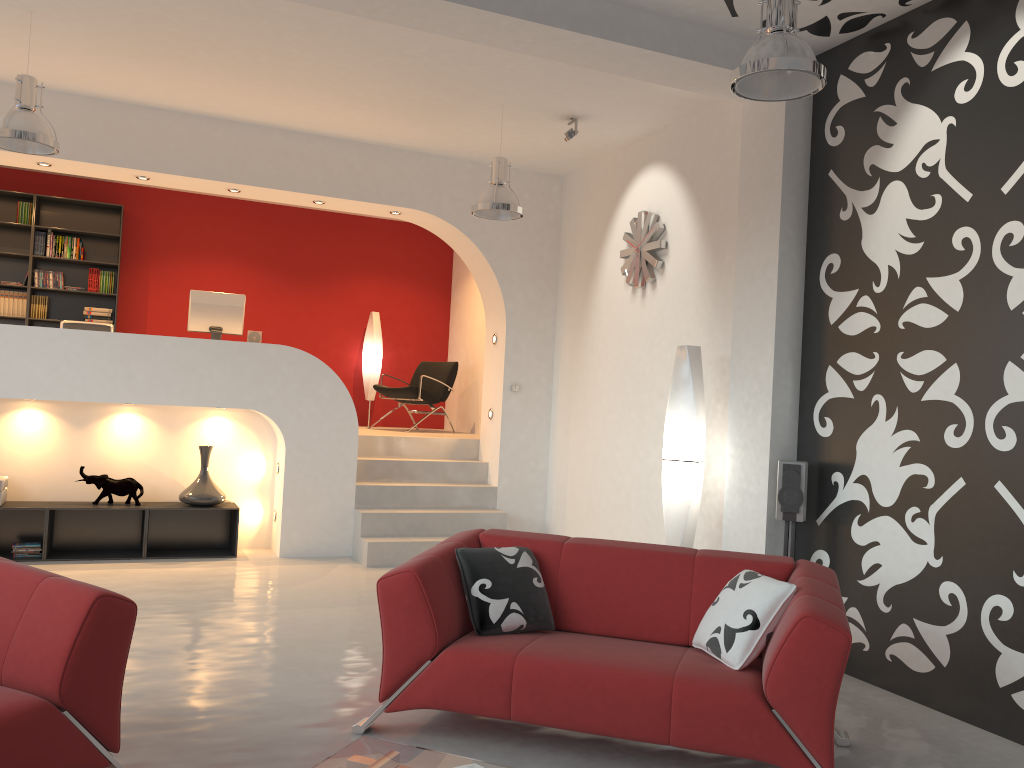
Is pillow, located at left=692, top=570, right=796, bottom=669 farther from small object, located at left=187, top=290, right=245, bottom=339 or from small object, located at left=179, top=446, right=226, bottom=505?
small object, located at left=187, top=290, right=245, bottom=339

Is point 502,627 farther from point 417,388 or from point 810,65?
point 417,388

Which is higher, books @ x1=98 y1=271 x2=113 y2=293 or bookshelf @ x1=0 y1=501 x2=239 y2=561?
books @ x1=98 y1=271 x2=113 y2=293

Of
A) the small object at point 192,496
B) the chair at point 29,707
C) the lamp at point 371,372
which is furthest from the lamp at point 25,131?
the lamp at point 371,372

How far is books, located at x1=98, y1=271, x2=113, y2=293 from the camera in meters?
9.3 m

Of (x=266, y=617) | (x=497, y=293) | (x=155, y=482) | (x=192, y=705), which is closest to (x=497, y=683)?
(x=192, y=705)

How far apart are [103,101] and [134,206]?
3.0m

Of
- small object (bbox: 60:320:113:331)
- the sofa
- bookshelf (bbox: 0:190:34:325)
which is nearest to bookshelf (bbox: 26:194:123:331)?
bookshelf (bbox: 0:190:34:325)

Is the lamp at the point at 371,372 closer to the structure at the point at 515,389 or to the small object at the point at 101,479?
the structure at the point at 515,389

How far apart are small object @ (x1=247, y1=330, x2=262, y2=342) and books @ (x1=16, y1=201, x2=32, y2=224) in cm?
312
